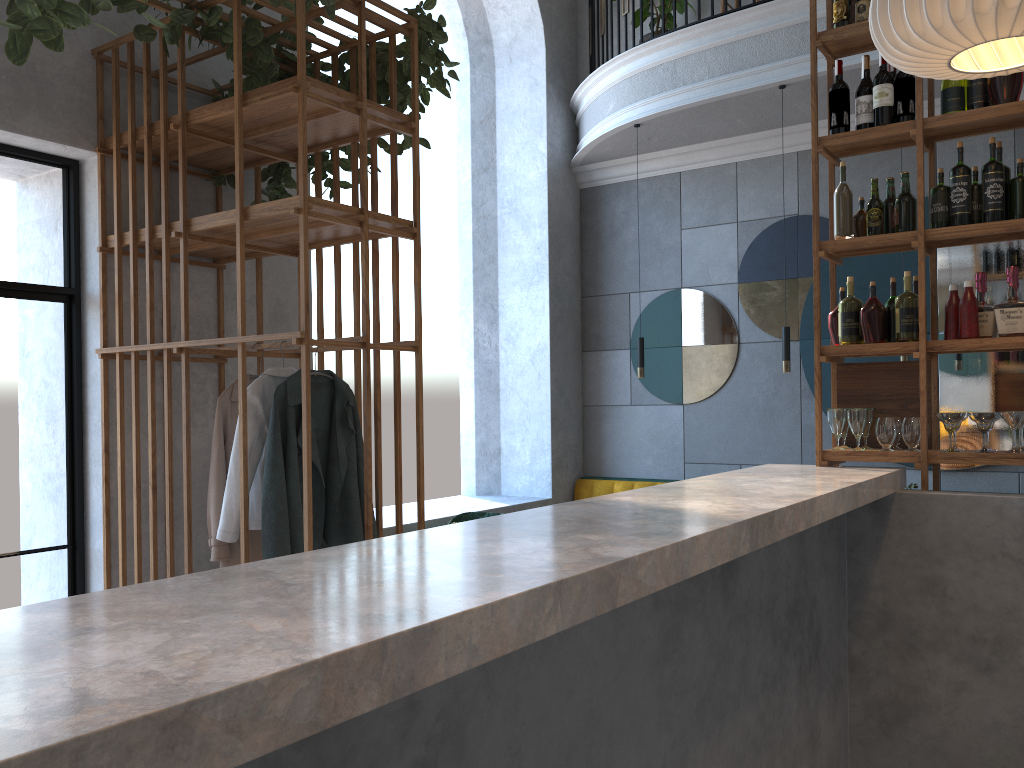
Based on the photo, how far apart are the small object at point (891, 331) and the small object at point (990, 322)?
0.3 meters

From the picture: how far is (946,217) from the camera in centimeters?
343cm

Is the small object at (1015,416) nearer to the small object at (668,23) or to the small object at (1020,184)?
the small object at (1020,184)

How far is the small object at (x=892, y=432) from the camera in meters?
3.5

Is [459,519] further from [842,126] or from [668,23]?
[668,23]

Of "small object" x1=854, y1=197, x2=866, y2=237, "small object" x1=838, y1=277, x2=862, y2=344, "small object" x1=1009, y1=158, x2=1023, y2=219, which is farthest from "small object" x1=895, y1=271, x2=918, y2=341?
"small object" x1=1009, y1=158, x2=1023, y2=219

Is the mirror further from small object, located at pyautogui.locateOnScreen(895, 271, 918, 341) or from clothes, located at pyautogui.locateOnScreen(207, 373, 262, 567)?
clothes, located at pyautogui.locateOnScreen(207, 373, 262, 567)

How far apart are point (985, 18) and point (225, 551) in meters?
3.2

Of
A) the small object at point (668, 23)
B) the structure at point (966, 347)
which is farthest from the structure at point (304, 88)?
the small object at point (668, 23)

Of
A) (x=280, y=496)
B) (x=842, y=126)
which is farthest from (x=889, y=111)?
(x=280, y=496)
